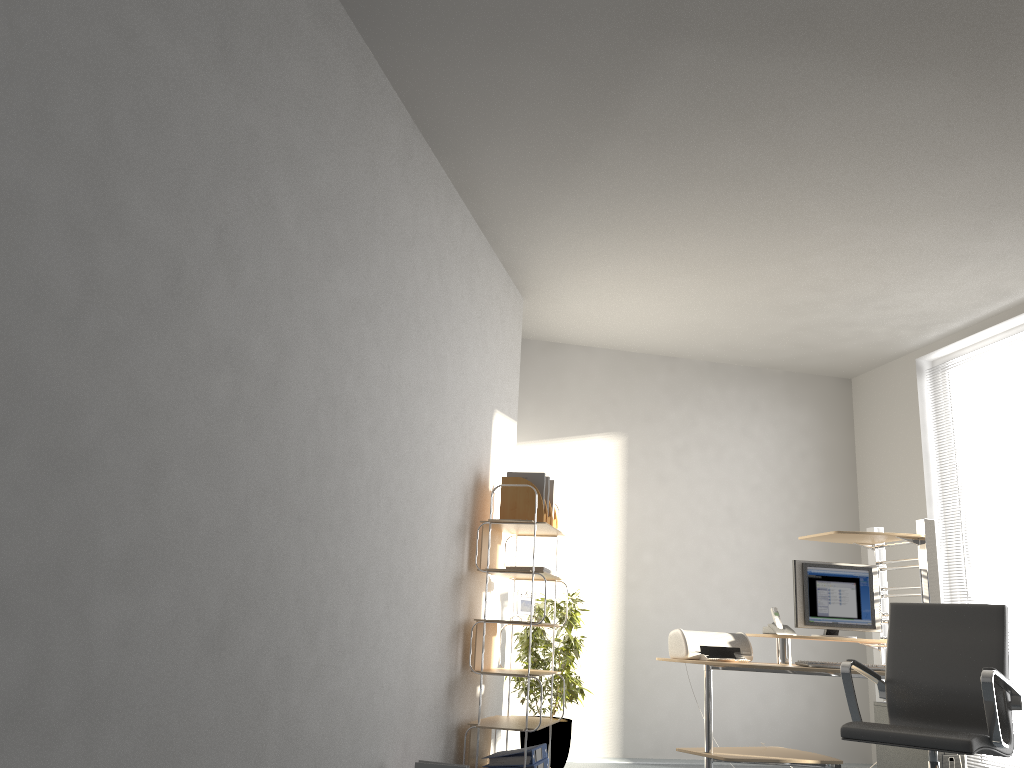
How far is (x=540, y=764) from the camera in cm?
444

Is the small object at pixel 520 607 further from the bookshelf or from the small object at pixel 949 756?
the small object at pixel 949 756

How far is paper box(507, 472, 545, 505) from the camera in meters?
4.8 m

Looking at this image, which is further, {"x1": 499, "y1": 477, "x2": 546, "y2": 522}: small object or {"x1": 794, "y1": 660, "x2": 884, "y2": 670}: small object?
{"x1": 499, "y1": 477, "x2": 546, "y2": 522}: small object

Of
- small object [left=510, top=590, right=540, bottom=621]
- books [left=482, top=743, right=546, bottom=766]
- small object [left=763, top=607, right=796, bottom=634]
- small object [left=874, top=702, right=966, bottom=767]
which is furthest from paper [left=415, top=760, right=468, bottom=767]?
small object [left=874, top=702, right=966, bottom=767]

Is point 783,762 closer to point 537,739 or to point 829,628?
point 829,628

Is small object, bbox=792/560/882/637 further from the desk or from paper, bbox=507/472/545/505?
paper, bbox=507/472/545/505

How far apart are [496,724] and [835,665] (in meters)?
1.73

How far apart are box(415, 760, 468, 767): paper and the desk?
1.69m

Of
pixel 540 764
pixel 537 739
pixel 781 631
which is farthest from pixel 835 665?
pixel 537 739
